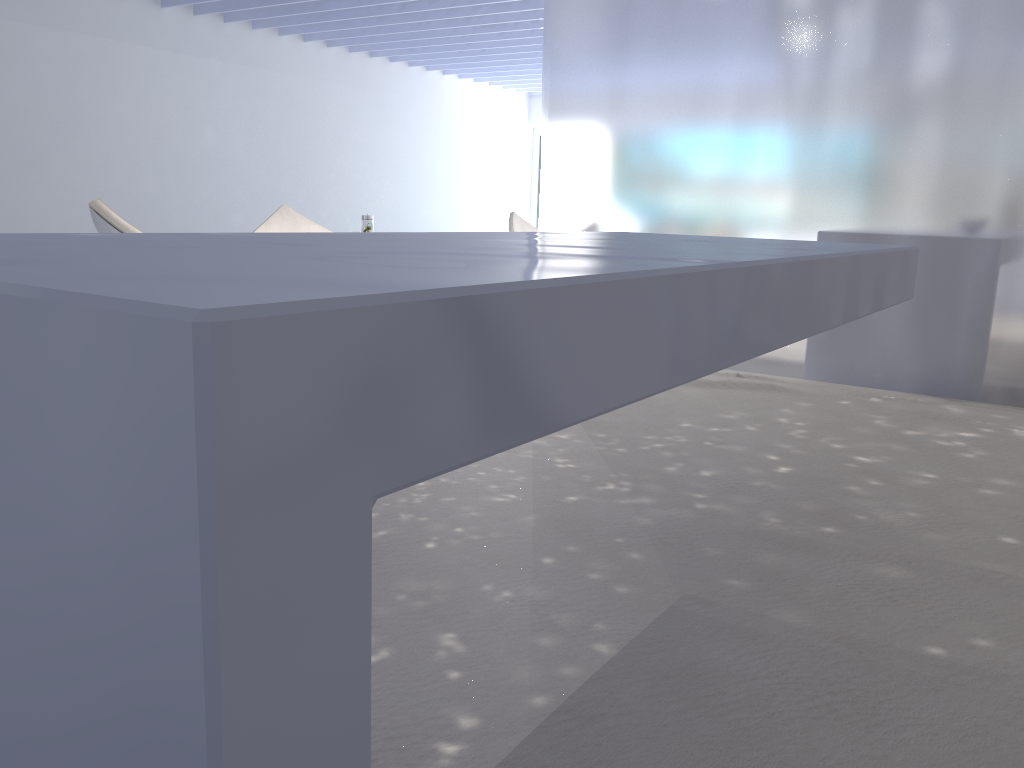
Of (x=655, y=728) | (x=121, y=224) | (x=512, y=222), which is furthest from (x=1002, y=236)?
(x=512, y=222)

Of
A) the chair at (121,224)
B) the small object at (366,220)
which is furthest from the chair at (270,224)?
the chair at (121,224)

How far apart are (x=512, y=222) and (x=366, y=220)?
3.49m

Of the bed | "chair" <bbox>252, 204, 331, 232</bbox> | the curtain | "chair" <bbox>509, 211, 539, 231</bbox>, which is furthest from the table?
"chair" <bbox>509, 211, 539, 231</bbox>

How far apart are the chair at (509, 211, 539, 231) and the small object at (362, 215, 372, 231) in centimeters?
339cm

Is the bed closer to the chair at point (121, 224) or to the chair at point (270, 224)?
the chair at point (121, 224)

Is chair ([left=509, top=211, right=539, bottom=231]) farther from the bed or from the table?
the table

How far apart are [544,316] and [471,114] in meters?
12.4 m

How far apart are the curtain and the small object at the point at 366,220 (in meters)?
2.21

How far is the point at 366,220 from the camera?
4.6m
